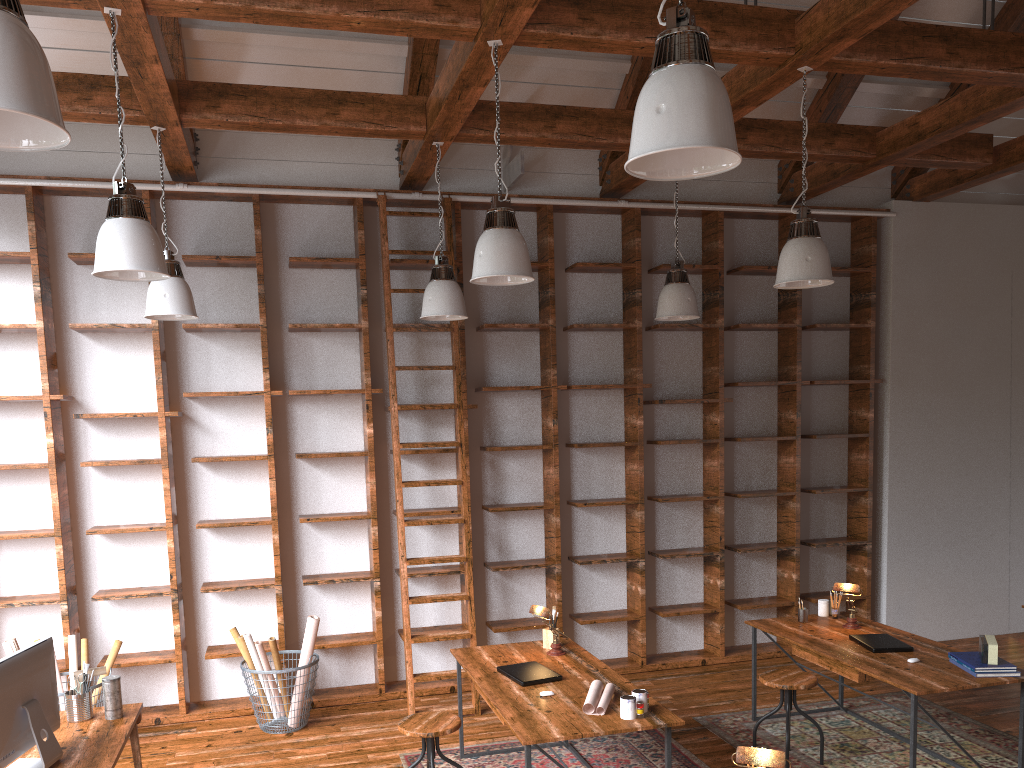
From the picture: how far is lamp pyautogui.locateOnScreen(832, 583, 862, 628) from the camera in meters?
5.1 m

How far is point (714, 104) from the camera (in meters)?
2.16

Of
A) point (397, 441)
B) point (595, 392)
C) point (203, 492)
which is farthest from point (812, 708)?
point (203, 492)

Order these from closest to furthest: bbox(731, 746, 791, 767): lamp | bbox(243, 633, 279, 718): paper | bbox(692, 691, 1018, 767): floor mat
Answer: bbox(731, 746, 791, 767): lamp, bbox(692, 691, 1018, 767): floor mat, bbox(243, 633, 279, 718): paper

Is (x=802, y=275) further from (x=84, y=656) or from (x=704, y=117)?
(x=84, y=656)

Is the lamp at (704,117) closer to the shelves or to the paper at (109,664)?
the shelves

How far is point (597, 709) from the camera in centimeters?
378cm

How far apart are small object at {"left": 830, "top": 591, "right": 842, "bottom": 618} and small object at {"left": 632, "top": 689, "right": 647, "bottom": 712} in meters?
2.2

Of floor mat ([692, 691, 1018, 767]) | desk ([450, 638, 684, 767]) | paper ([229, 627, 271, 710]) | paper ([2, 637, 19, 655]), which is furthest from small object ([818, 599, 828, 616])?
paper ([2, 637, 19, 655])

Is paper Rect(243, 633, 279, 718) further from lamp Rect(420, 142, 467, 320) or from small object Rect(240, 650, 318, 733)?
lamp Rect(420, 142, 467, 320)
